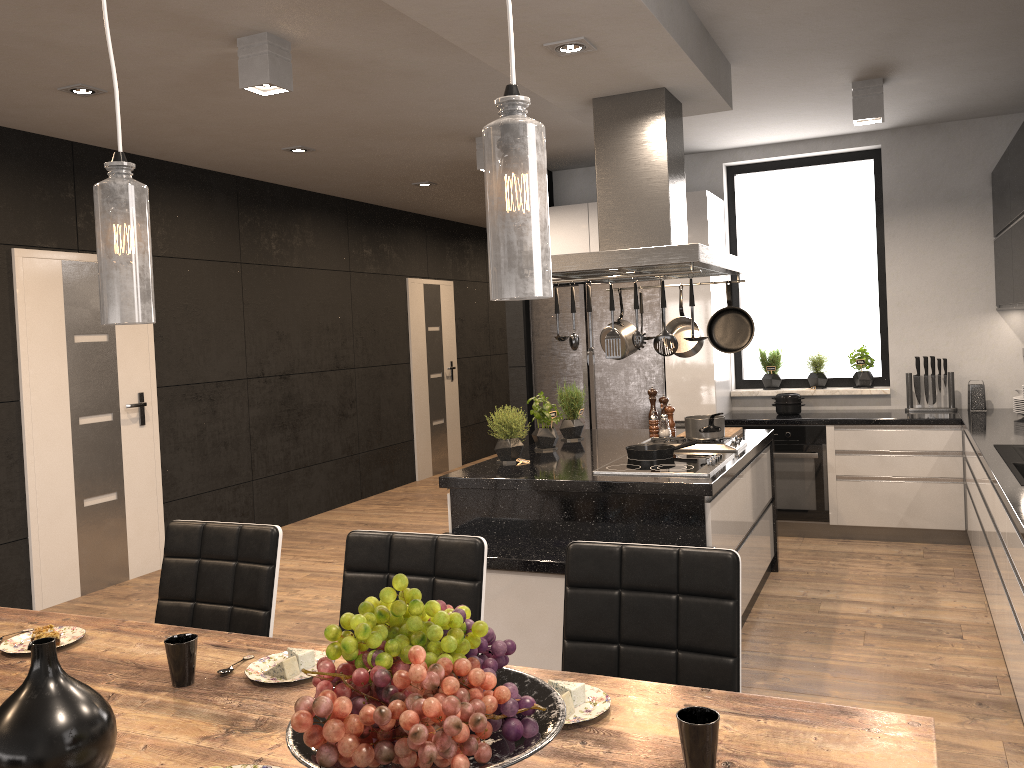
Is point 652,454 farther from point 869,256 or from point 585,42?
point 869,256

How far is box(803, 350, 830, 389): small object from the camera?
6.38m

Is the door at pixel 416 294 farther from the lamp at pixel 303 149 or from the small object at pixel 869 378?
the small object at pixel 869 378

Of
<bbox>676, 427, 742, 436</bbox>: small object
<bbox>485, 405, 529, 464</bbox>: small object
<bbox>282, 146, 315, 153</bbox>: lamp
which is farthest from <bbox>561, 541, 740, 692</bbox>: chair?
<bbox>282, 146, 315, 153</bbox>: lamp

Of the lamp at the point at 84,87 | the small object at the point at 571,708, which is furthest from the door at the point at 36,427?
the small object at the point at 571,708

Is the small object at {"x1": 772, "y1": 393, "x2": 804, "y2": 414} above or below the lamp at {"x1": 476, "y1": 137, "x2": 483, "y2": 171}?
below

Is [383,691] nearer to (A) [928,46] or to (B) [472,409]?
(A) [928,46]

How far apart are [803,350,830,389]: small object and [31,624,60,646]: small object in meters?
5.4

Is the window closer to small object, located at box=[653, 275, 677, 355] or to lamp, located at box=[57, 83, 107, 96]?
small object, located at box=[653, 275, 677, 355]

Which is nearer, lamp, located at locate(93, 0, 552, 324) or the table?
lamp, located at locate(93, 0, 552, 324)
